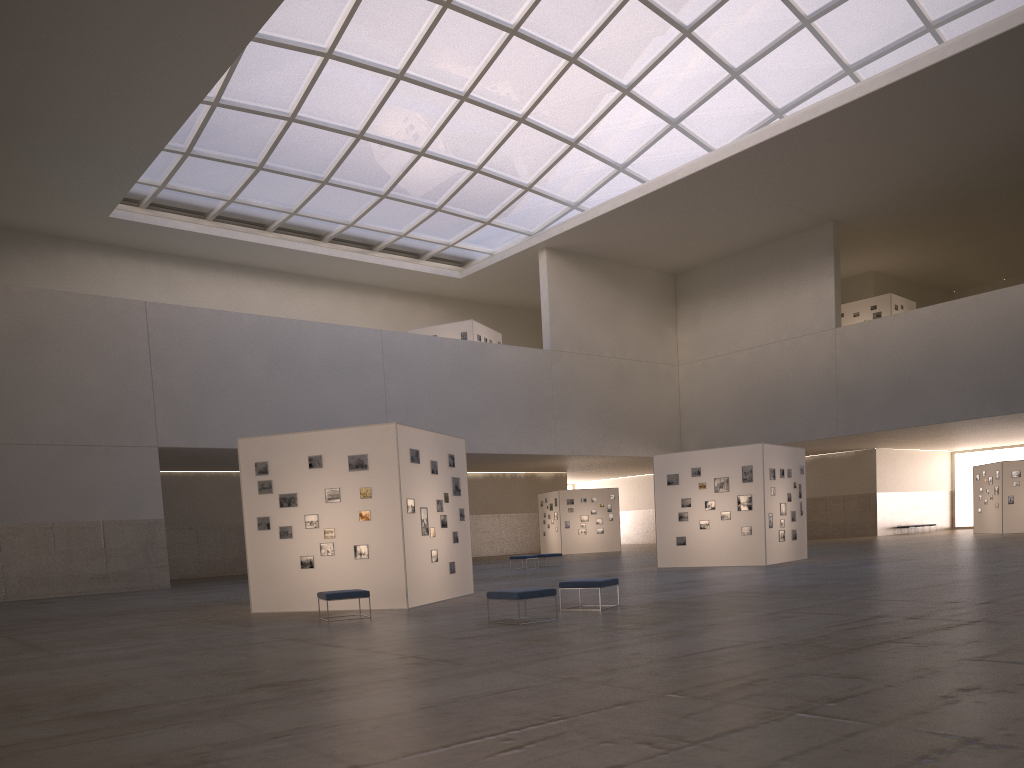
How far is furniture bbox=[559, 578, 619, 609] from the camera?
18.05m

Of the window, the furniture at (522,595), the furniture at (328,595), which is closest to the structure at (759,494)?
the furniture at (522,595)

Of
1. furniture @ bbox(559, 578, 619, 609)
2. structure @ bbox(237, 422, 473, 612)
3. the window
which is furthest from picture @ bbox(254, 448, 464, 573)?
the window

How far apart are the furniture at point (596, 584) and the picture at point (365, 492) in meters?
4.9 m

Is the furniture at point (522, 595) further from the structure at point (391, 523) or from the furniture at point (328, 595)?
the structure at point (391, 523)

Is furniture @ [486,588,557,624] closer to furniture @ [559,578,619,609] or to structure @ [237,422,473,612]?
furniture @ [559,578,619,609]

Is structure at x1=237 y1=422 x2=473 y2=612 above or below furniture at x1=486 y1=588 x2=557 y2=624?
above

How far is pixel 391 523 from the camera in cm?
2123

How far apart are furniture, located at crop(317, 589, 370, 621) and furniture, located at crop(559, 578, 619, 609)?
4.38m

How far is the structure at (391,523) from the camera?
21.23m
